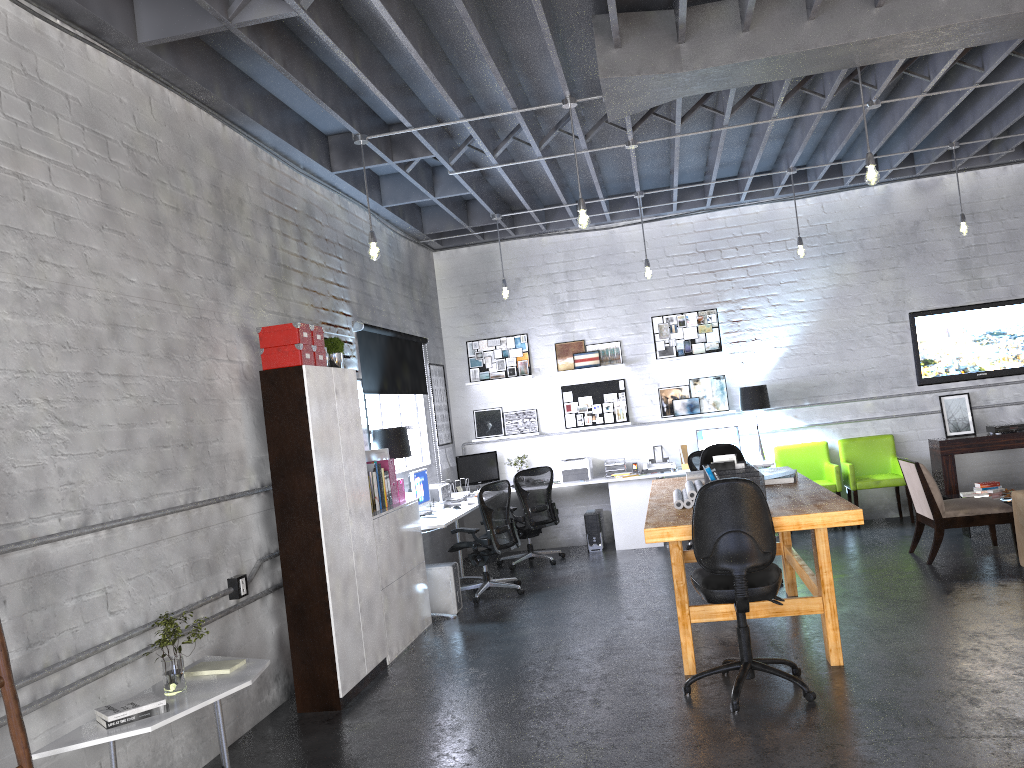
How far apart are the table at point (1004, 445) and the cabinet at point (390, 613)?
5.69m

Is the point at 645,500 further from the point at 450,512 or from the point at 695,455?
the point at 450,512

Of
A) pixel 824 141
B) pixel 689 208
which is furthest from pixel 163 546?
pixel 689 208

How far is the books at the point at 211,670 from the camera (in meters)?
4.27

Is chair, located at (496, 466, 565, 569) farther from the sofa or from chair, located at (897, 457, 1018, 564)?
the sofa

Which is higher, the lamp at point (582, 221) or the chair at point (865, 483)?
the lamp at point (582, 221)

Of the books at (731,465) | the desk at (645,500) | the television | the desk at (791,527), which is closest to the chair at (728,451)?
the desk at (791,527)

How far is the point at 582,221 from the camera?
5.9 meters

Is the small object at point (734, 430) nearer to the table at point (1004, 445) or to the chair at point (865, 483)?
the chair at point (865, 483)

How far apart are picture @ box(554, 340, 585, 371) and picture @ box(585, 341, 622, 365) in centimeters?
9cm
